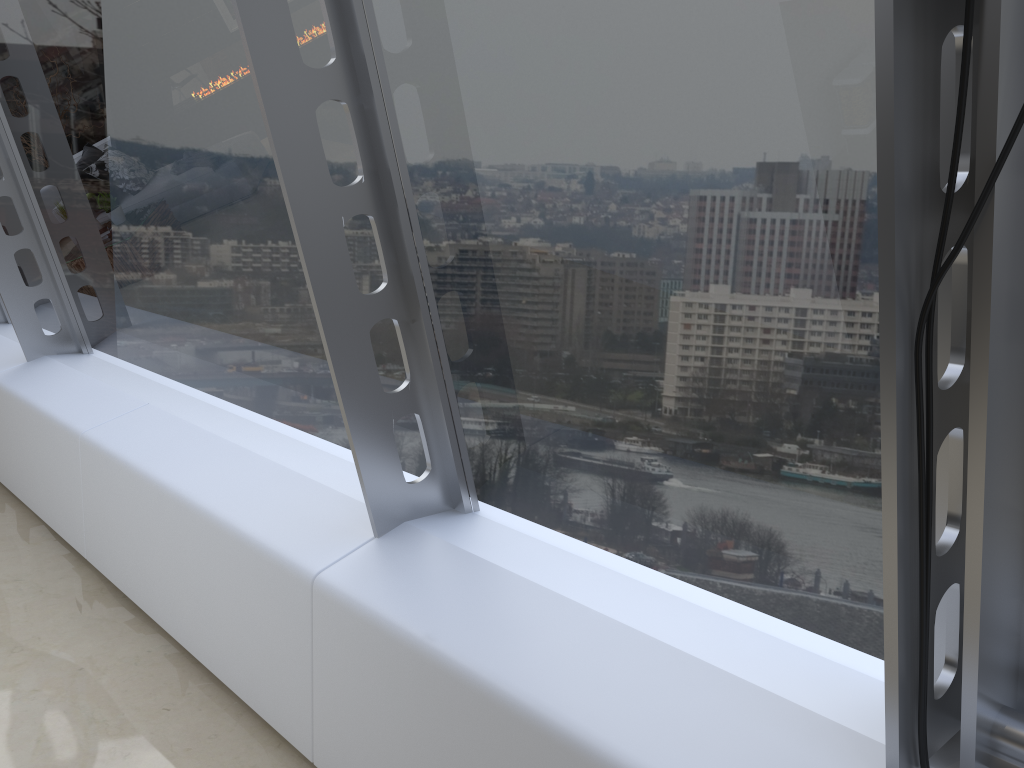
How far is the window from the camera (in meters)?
1.29

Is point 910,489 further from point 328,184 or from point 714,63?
point 328,184

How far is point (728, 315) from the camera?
1.75m

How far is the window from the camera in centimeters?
129cm
